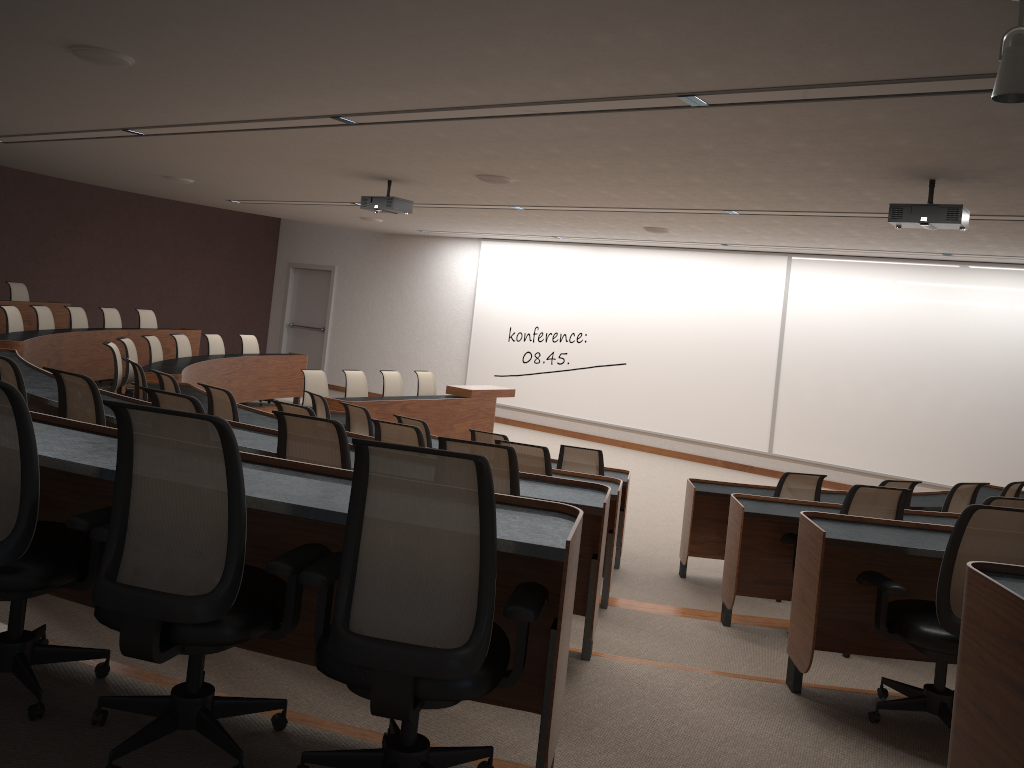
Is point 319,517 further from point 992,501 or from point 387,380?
point 387,380

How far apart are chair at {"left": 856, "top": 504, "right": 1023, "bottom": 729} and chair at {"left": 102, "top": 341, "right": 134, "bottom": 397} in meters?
7.1

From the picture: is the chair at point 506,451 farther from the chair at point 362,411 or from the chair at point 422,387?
the chair at point 422,387

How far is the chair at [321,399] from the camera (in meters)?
8.05

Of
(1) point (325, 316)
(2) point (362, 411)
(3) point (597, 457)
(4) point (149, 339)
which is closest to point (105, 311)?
(4) point (149, 339)

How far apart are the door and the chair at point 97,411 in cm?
1286

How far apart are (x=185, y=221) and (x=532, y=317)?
6.9 meters

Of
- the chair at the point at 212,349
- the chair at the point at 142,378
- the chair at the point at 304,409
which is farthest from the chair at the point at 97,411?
the chair at the point at 212,349

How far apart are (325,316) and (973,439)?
11.64m

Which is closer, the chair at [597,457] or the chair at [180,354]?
the chair at [597,457]
